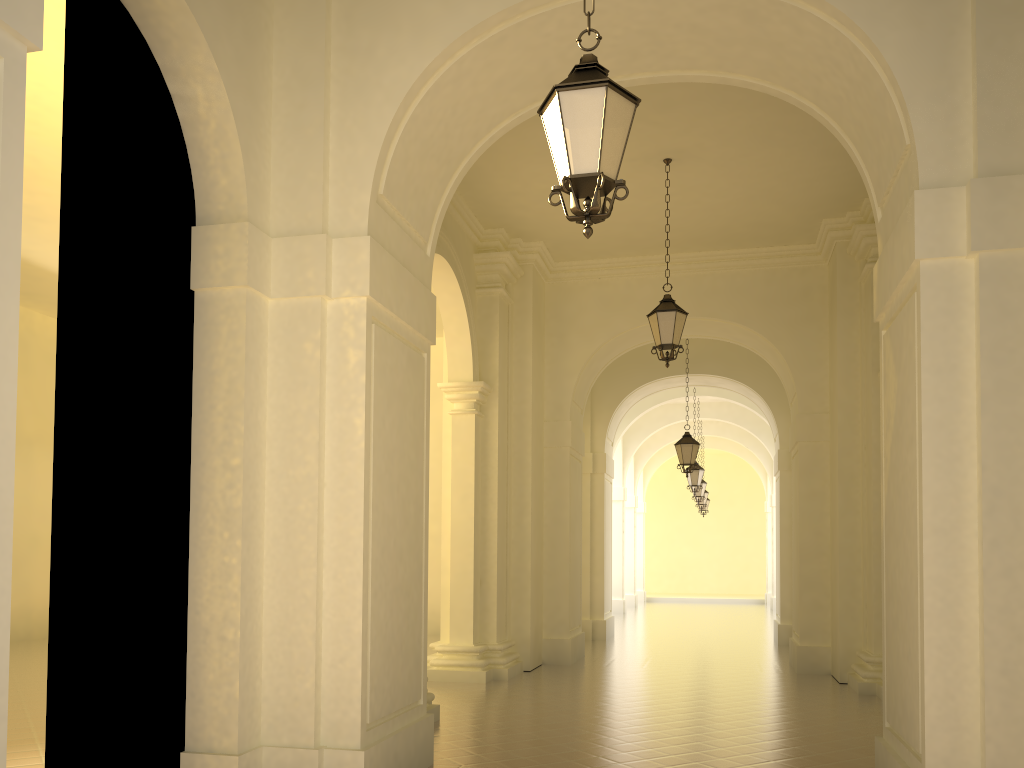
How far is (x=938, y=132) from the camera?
5.6 meters

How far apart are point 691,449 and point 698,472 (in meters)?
5.04

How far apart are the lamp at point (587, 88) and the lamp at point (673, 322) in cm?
627

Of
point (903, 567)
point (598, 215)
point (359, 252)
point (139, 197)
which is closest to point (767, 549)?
point (903, 567)

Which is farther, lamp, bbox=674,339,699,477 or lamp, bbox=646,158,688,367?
lamp, bbox=674,339,699,477

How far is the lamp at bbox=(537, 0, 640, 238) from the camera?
4.3m

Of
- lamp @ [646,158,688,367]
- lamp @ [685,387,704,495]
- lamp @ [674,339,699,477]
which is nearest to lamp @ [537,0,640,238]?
lamp @ [646,158,688,367]

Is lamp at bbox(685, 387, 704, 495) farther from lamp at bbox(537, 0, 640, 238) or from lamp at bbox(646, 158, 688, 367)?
lamp at bbox(537, 0, 640, 238)

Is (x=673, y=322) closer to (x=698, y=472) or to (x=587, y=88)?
(x=587, y=88)

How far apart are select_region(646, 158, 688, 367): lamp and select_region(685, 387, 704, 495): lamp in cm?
1127
